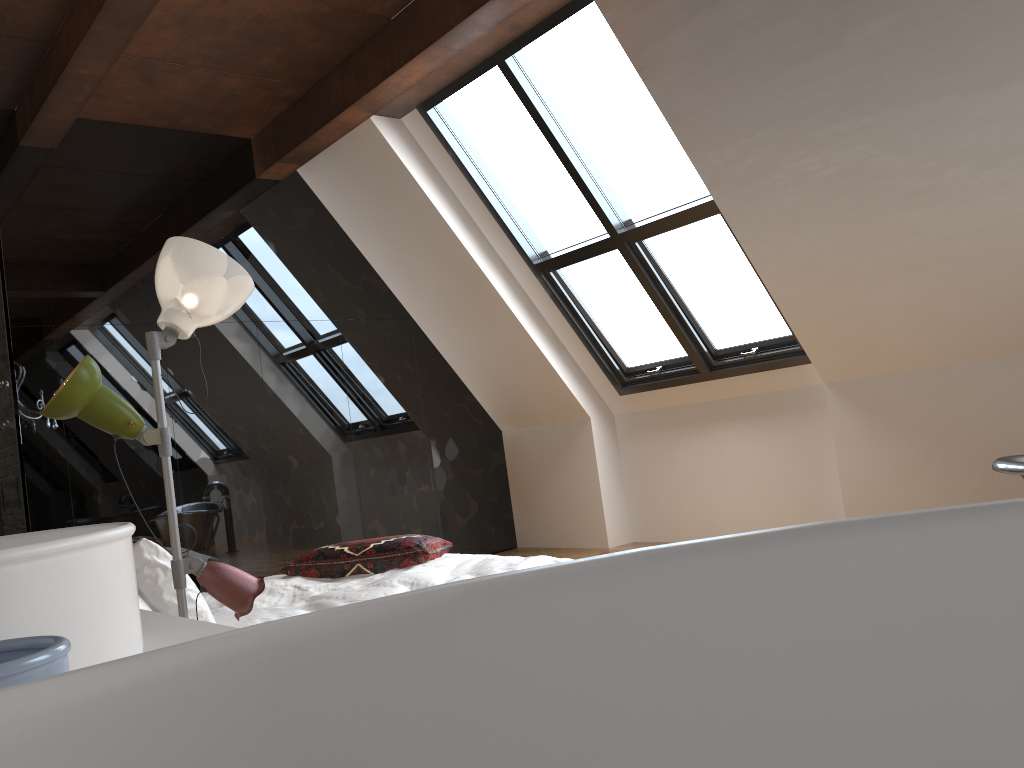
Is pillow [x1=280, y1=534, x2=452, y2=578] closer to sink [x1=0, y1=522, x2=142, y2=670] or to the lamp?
the lamp

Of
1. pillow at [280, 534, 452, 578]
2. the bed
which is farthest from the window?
the bed

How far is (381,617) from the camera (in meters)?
0.19

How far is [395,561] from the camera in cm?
414

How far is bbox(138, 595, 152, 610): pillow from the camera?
2.65m

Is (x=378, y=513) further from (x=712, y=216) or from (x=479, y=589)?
(x=479, y=589)

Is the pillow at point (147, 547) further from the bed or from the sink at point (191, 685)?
the sink at point (191, 685)

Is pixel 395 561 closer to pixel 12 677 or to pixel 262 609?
pixel 262 609

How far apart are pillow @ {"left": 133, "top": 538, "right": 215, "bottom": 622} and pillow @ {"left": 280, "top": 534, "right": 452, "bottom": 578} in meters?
1.4 m

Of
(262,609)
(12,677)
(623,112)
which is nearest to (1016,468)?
(262,609)
